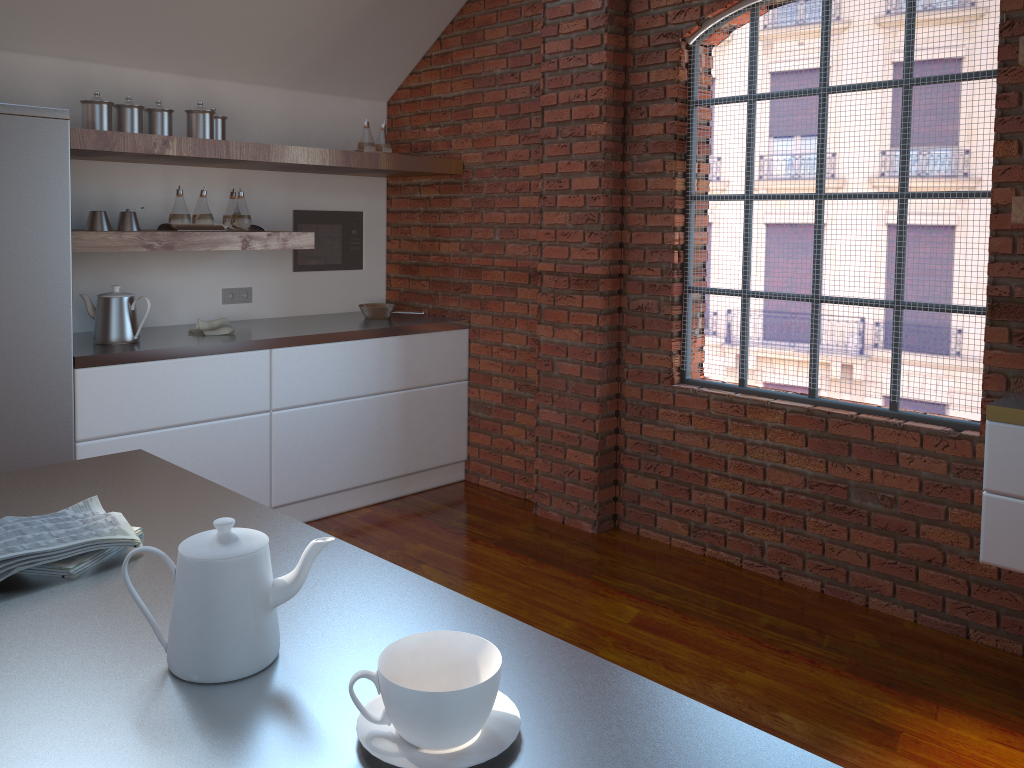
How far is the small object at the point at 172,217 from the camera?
3.7 meters

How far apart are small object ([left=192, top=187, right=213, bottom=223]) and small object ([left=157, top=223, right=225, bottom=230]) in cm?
4

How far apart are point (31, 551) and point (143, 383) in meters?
2.4

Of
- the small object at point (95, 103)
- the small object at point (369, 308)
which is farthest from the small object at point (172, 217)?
the small object at point (369, 308)

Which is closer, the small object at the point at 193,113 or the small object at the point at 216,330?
the small object at the point at 193,113

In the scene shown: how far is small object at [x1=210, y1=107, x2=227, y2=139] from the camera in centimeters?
386cm

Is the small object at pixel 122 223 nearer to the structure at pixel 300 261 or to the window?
the structure at pixel 300 261

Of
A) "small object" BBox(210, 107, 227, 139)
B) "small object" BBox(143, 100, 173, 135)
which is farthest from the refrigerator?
"small object" BBox(210, 107, 227, 139)

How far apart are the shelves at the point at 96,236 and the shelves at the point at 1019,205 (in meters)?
2.76

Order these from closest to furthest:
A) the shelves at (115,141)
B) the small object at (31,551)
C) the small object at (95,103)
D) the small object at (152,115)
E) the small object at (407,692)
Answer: the small object at (407,692), the small object at (31,551), the shelves at (115,141), the small object at (95,103), the small object at (152,115)
